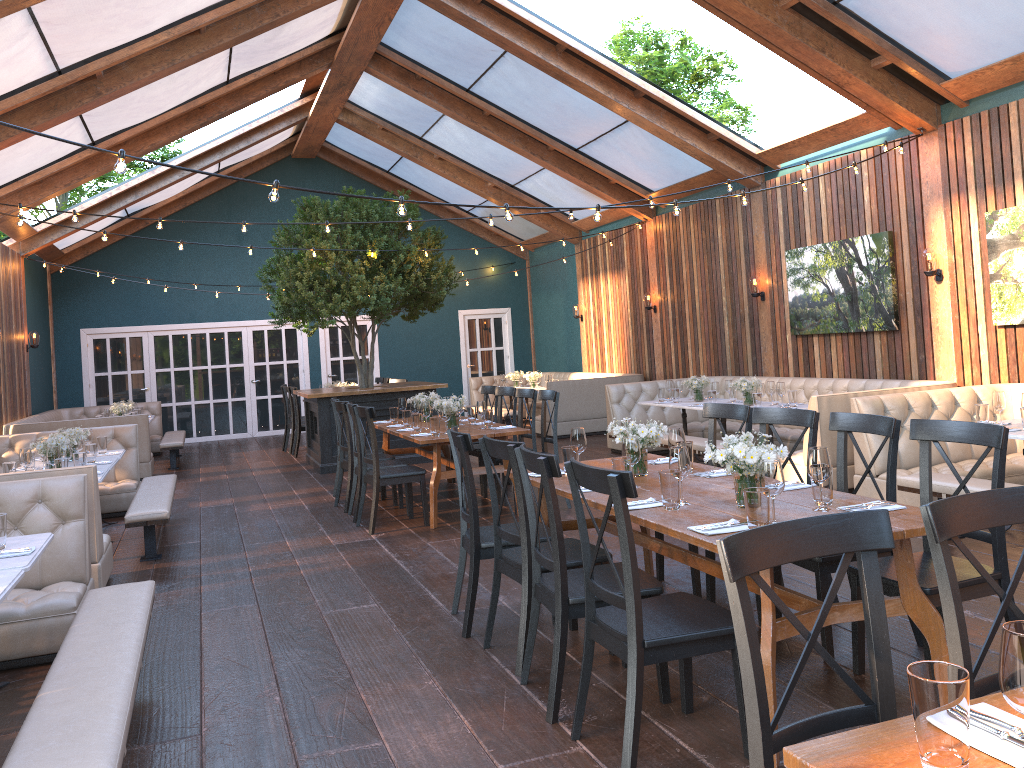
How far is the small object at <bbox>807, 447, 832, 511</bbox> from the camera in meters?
3.5 m

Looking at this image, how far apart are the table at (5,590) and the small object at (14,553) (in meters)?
0.37

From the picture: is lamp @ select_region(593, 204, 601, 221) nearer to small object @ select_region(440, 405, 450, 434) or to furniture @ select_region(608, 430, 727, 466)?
small object @ select_region(440, 405, 450, 434)

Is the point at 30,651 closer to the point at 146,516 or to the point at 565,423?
the point at 146,516

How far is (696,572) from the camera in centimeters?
494cm

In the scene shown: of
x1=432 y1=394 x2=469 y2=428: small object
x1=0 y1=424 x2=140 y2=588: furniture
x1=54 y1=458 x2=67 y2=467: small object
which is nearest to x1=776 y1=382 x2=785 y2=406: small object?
x1=432 y1=394 x2=469 y2=428: small object

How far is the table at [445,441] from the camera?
7.2m

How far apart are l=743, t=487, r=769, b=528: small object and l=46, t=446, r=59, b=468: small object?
5.37m

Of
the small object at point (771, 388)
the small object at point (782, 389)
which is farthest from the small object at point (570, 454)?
the small object at point (771, 388)

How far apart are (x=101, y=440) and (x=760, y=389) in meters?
6.3
